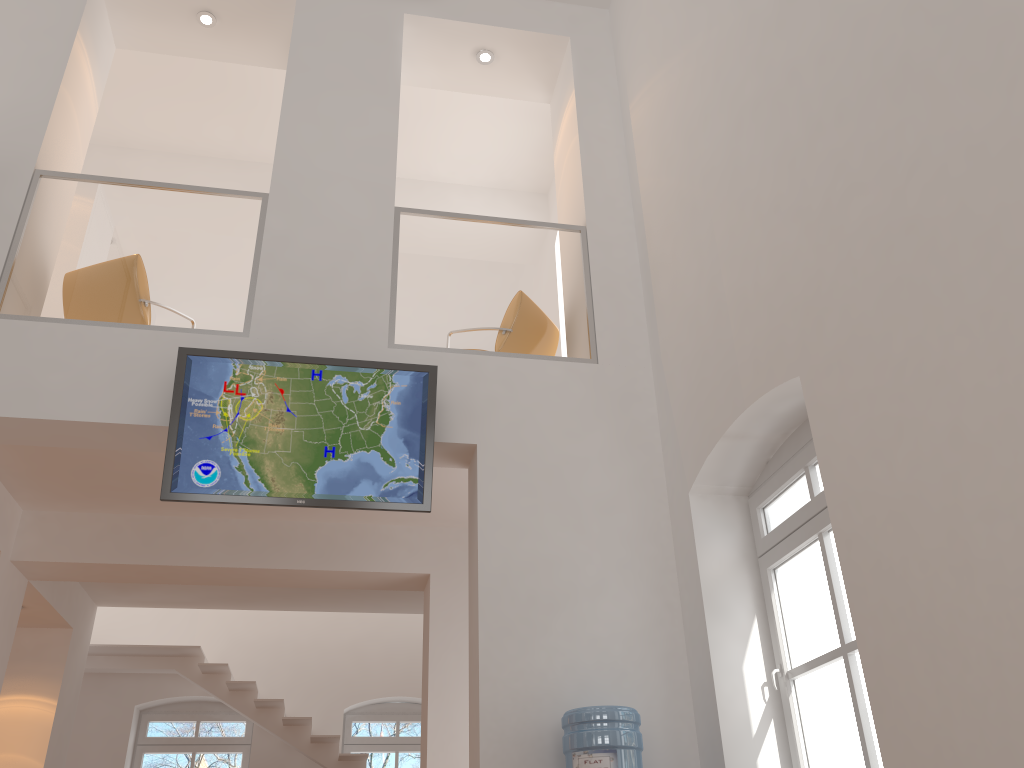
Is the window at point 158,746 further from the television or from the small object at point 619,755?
the small object at point 619,755

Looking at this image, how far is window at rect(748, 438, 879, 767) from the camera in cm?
384

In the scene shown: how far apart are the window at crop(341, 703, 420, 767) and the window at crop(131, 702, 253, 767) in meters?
1.1

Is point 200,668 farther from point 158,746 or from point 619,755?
point 619,755

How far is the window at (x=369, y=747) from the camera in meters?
10.4

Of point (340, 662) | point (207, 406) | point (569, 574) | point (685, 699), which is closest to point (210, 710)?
point (340, 662)

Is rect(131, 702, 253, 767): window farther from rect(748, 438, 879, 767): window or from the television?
rect(748, 438, 879, 767): window

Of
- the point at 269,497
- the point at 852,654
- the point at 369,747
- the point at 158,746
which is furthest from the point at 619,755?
the point at 158,746

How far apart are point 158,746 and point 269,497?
7.0 meters

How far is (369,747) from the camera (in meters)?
10.42
